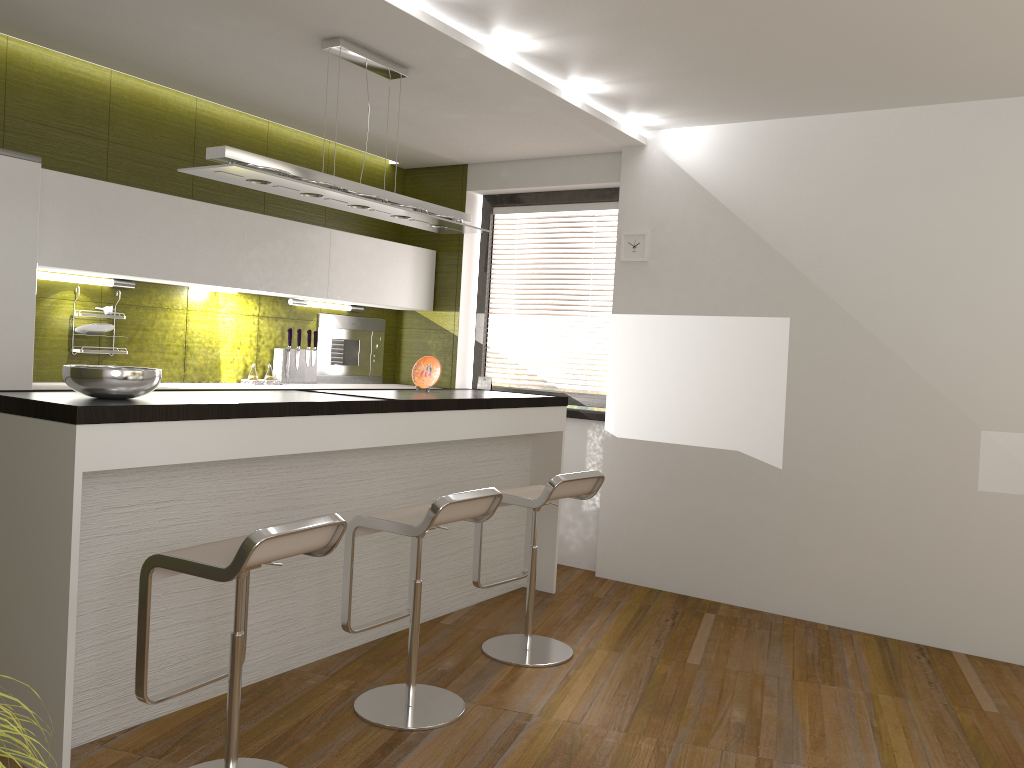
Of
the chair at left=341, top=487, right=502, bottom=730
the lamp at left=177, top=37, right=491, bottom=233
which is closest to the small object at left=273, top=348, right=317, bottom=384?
the lamp at left=177, top=37, right=491, bottom=233

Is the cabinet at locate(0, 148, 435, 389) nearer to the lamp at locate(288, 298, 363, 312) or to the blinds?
the lamp at locate(288, 298, 363, 312)

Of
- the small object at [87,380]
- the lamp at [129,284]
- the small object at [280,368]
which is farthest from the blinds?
the small object at [87,380]

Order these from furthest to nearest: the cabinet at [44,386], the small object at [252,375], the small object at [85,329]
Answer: the small object at [252,375], the small object at [85,329], the cabinet at [44,386]

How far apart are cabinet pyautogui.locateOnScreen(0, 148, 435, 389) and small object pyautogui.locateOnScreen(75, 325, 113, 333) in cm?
29

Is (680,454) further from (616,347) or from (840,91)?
(840,91)

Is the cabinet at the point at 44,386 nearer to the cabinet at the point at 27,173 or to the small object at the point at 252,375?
the cabinet at the point at 27,173

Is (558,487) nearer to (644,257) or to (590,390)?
(644,257)

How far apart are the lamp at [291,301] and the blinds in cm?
140

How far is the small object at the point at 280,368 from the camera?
5.46m
